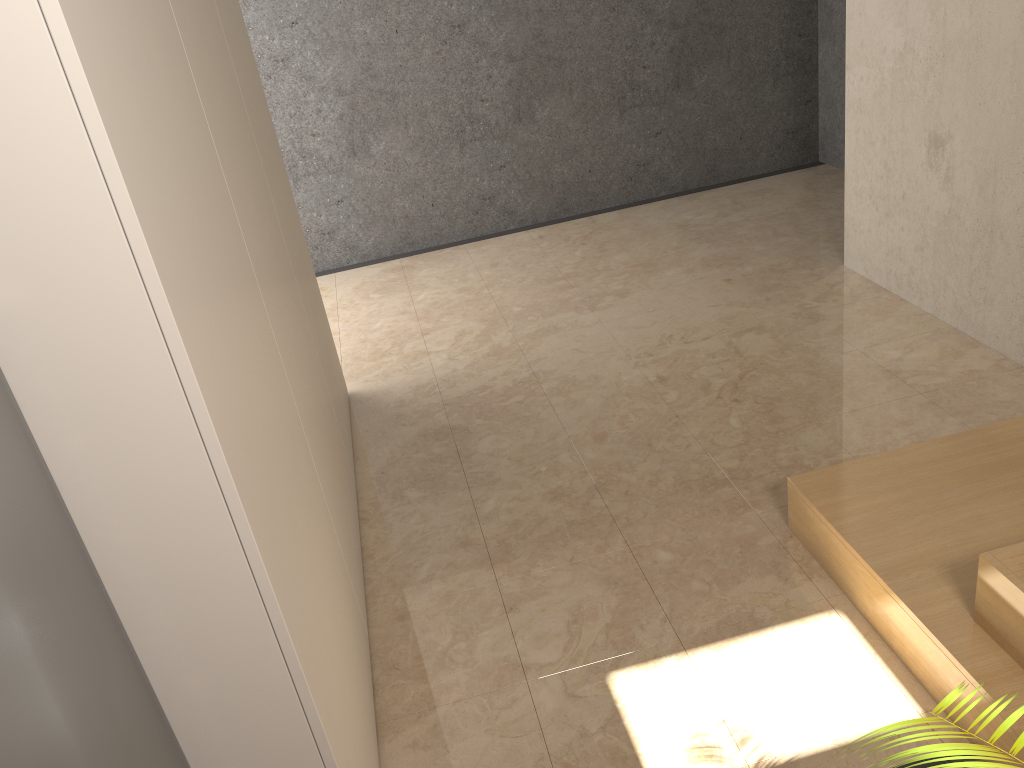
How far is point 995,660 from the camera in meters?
1.8

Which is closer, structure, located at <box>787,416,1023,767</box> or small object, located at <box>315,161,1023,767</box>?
small object, located at <box>315,161,1023,767</box>

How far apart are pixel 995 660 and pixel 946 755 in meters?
1.1 m

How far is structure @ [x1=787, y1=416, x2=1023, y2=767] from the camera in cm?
181

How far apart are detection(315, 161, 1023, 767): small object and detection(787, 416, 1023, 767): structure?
0.0 meters

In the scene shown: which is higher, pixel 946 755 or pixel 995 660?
pixel 946 755

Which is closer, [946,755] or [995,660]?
[946,755]

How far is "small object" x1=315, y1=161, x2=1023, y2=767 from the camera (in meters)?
0.87

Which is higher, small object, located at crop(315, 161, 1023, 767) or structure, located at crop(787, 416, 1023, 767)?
small object, located at crop(315, 161, 1023, 767)

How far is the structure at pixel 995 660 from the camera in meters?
1.8
